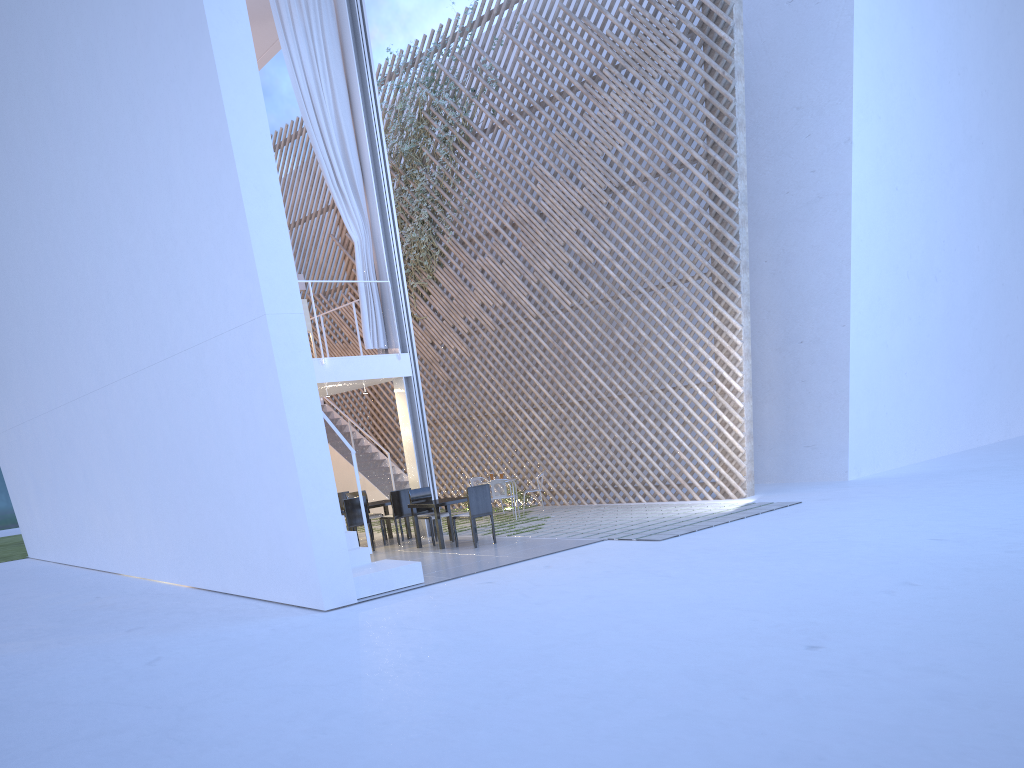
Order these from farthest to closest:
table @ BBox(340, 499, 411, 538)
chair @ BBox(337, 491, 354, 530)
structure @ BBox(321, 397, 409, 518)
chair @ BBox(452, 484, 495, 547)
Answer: structure @ BBox(321, 397, 409, 518) < chair @ BBox(337, 491, 354, 530) < table @ BBox(340, 499, 411, 538) < chair @ BBox(452, 484, 495, 547)

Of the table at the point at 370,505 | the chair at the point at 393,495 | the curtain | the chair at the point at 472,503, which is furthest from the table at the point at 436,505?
the curtain

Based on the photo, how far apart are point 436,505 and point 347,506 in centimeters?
76cm

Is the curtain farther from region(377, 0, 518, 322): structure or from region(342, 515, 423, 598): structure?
Answer: region(342, 515, 423, 598): structure

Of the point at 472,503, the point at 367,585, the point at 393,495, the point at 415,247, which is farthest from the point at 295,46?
the point at 367,585

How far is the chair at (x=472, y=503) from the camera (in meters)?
5.78

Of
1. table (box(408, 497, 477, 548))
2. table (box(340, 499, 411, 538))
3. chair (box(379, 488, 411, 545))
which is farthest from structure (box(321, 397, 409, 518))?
table (box(408, 497, 477, 548))

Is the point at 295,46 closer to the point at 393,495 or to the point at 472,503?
the point at 393,495

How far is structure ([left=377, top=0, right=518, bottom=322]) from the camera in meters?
9.0 m

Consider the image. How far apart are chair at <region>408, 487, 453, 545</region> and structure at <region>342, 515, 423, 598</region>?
1.34m
